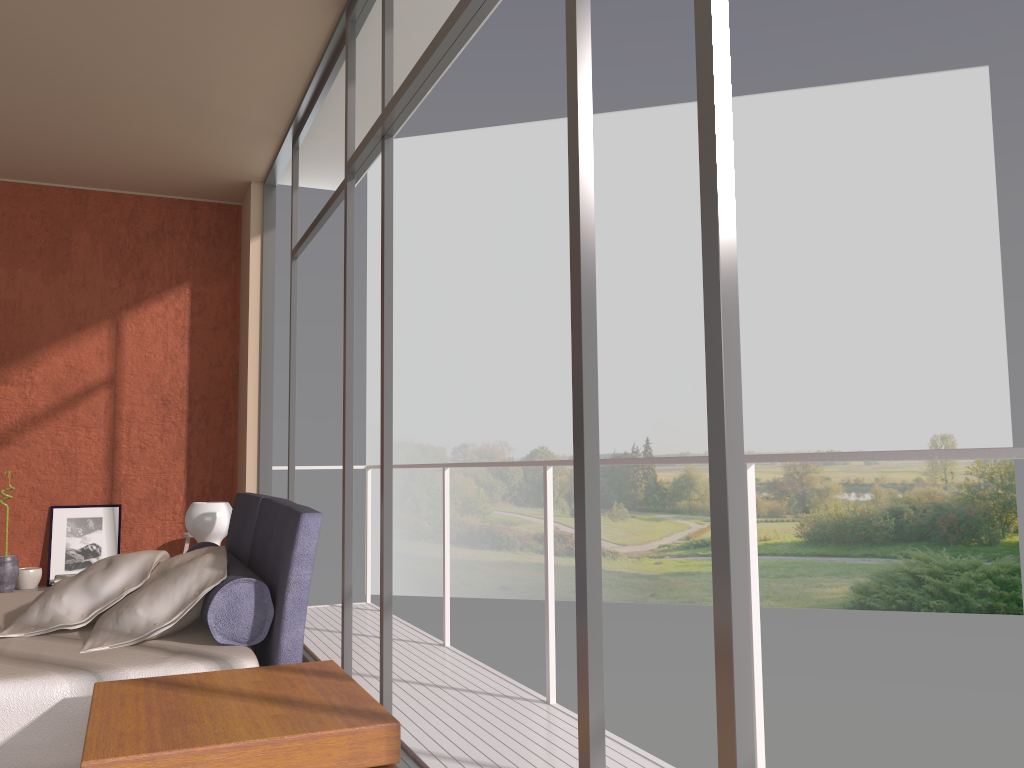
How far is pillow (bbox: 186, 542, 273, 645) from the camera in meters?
2.5

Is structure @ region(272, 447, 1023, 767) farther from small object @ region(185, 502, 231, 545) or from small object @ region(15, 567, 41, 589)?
small object @ region(15, 567, 41, 589)

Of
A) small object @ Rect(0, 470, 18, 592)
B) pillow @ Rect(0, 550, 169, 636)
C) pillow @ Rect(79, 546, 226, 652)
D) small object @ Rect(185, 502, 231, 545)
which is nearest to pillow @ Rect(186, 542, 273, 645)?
pillow @ Rect(79, 546, 226, 652)

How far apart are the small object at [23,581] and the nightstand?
4.6m

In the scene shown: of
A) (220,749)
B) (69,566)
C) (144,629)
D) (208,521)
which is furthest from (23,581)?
(220,749)

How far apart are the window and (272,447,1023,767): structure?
0.7m

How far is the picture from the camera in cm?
622

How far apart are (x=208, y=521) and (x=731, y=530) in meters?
3.2 m

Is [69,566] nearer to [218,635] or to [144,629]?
[144,629]

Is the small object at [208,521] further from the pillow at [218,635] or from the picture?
the picture
